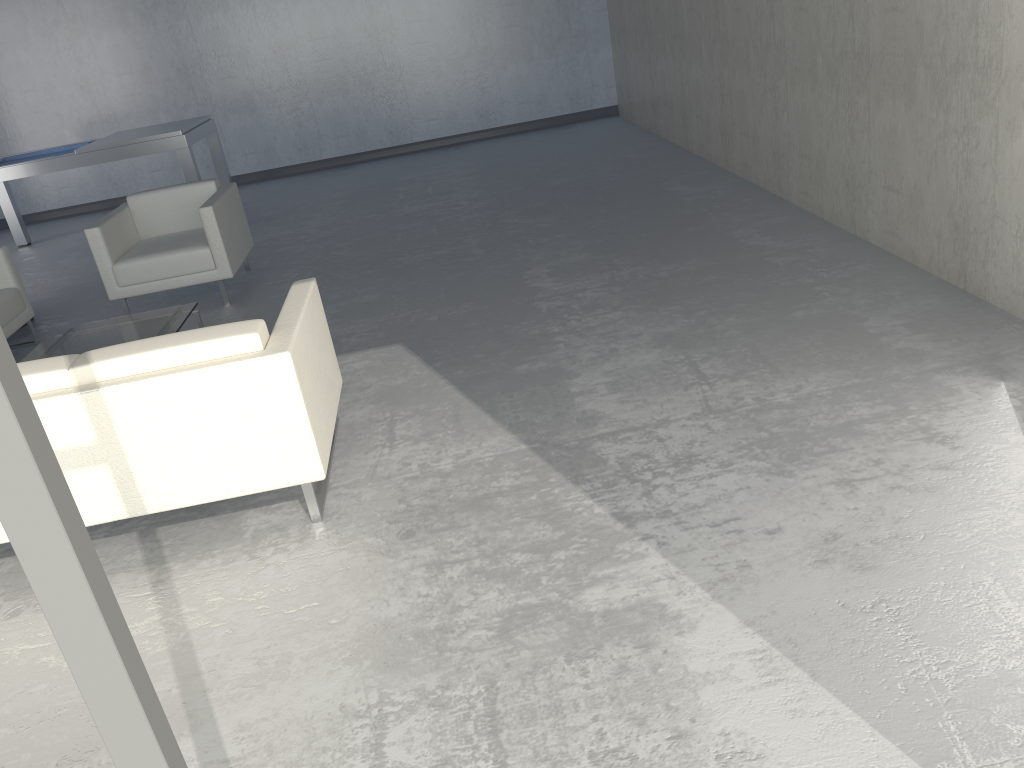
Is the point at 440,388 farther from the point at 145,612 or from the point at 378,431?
the point at 145,612

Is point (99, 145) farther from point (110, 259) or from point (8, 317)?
point (8, 317)

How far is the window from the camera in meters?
0.8 m

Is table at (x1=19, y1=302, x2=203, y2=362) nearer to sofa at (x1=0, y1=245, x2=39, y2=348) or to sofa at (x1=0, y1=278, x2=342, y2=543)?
sofa at (x1=0, y1=245, x2=39, y2=348)

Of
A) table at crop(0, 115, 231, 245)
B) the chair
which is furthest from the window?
table at crop(0, 115, 231, 245)

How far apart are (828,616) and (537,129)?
8.4m

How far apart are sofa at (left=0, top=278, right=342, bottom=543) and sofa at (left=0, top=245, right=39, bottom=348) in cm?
255

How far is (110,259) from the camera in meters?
5.2 m

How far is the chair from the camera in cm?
521

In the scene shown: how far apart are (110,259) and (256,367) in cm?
314
